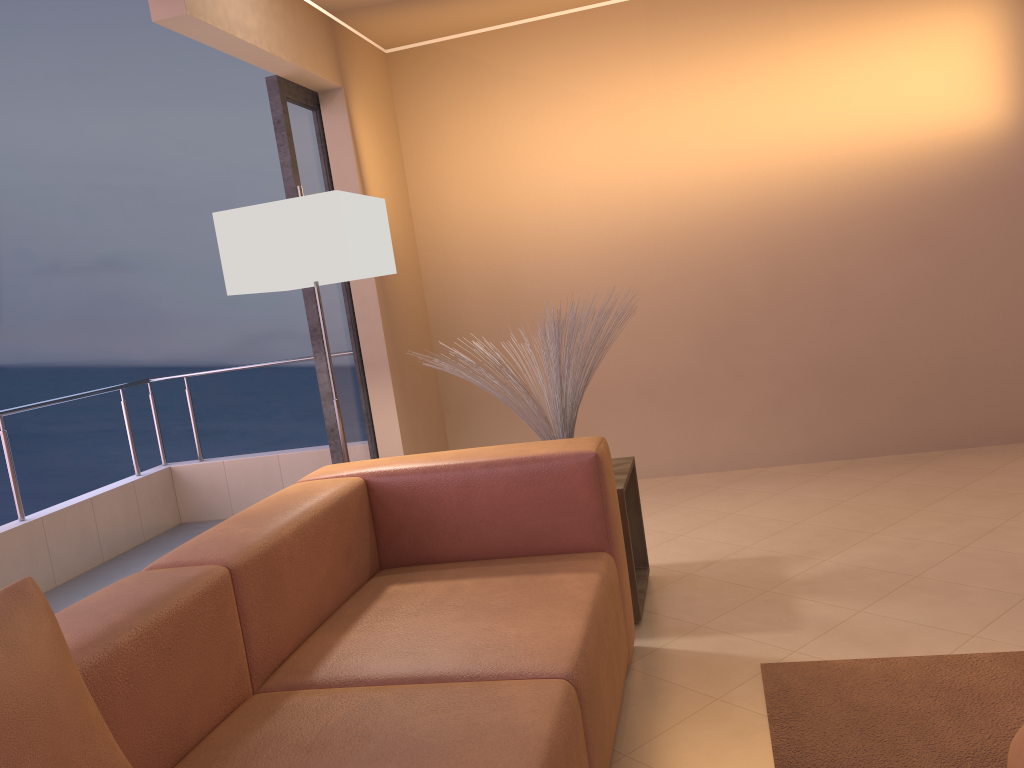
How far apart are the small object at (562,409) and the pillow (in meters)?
1.75

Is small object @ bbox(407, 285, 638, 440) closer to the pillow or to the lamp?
the lamp

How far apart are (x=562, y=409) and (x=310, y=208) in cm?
106

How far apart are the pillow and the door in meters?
2.6 m

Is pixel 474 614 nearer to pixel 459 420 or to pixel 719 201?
pixel 459 420

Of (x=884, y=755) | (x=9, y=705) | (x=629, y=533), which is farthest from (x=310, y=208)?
(x=884, y=755)

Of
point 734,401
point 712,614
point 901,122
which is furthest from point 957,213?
point 712,614

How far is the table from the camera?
2.8m

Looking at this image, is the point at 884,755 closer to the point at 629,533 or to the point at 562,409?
the point at 629,533

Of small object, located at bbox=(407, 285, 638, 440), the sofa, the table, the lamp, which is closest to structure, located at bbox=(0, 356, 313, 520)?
the lamp
